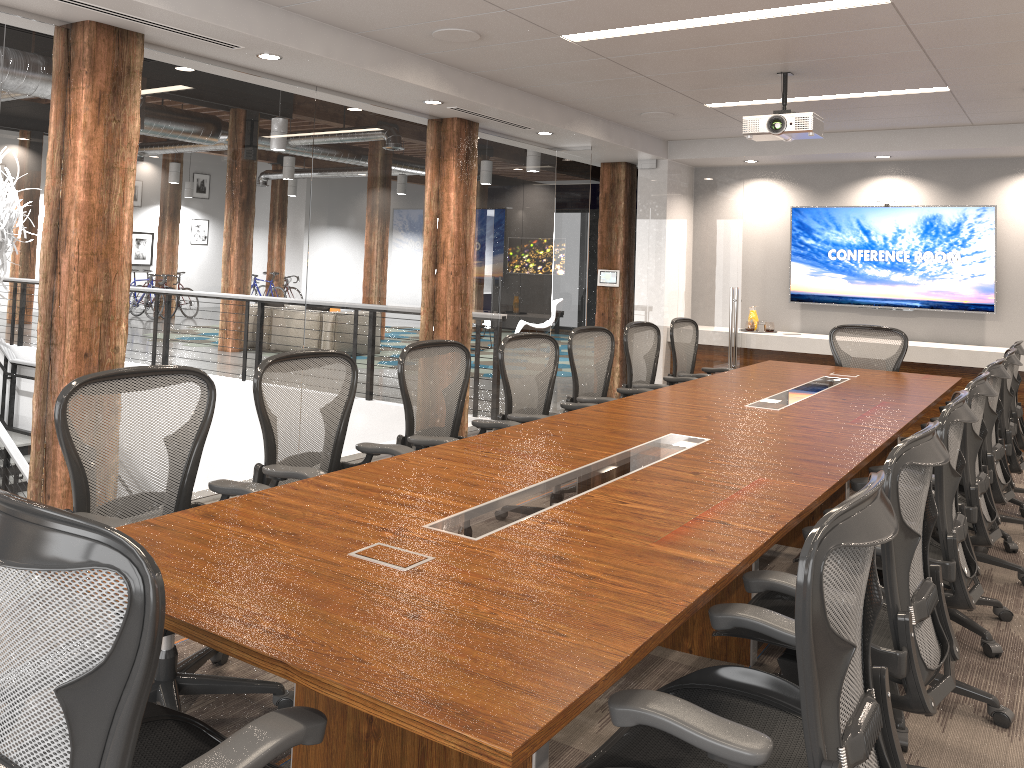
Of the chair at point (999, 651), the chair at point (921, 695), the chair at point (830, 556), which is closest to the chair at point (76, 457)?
the chair at point (830, 556)

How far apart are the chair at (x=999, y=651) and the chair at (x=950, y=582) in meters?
0.3 m

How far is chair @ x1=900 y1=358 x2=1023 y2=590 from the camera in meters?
4.3

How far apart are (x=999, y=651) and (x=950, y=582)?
1.0 meters

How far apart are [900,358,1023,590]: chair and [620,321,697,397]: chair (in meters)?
2.09

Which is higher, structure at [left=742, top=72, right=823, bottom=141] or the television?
structure at [left=742, top=72, right=823, bottom=141]

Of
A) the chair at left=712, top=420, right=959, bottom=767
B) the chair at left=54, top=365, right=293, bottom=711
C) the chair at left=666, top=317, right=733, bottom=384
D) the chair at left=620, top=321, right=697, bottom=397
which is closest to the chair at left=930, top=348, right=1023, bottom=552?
the chair at left=620, top=321, right=697, bottom=397

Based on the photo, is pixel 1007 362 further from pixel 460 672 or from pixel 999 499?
pixel 460 672

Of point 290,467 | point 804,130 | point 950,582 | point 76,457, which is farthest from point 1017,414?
point 76,457

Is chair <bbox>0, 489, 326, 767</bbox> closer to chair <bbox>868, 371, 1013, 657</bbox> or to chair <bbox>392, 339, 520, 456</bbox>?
chair <bbox>392, 339, 520, 456</bbox>
